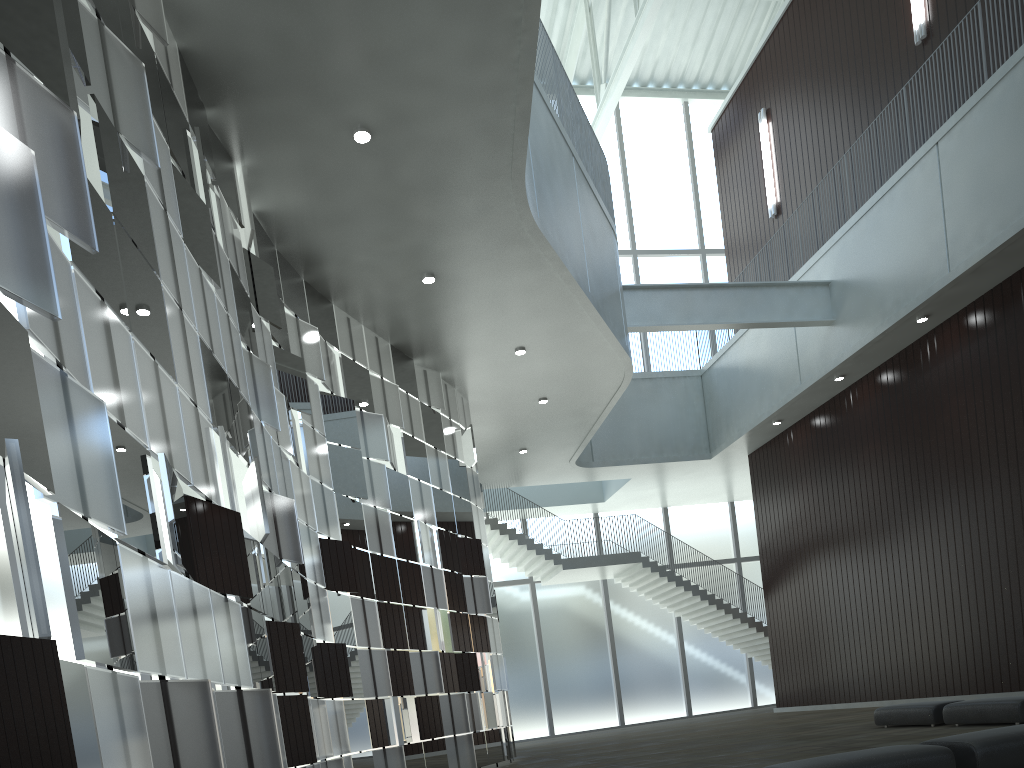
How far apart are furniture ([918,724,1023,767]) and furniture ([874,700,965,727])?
16.39m

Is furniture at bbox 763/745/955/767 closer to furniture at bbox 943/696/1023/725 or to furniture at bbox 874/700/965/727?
furniture at bbox 943/696/1023/725

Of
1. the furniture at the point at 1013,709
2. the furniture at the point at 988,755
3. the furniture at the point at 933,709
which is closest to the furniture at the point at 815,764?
the furniture at the point at 988,755

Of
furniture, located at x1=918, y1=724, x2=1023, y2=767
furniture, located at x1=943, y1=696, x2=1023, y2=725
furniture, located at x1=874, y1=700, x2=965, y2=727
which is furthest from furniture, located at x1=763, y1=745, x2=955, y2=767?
furniture, located at x1=874, y1=700, x2=965, y2=727

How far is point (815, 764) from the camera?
16.9m

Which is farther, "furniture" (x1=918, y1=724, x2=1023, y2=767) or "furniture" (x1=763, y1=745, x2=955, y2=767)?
"furniture" (x1=918, y1=724, x2=1023, y2=767)

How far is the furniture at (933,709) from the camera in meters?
33.4

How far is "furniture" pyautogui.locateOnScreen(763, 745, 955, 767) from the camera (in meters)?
16.89

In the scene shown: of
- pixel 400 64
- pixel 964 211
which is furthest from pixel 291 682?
pixel 964 211

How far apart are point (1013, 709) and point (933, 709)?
4.27m
